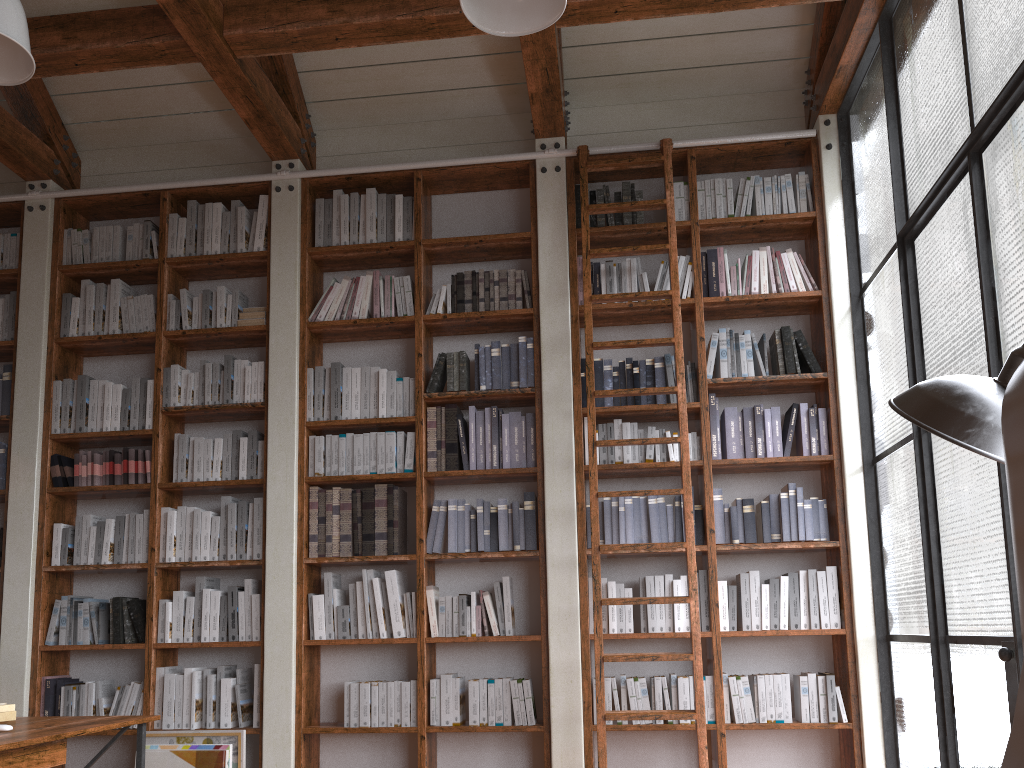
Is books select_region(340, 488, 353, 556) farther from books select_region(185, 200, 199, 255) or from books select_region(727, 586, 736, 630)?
books select_region(727, 586, 736, 630)

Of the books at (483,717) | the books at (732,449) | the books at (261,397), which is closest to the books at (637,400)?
the books at (732,449)

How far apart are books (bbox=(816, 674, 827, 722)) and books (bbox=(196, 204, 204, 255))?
4.1 meters

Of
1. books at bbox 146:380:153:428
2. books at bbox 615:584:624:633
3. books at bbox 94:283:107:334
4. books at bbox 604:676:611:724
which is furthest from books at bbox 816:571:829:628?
books at bbox 94:283:107:334

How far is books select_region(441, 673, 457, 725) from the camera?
4.33m

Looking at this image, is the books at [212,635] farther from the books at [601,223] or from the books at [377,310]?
the books at [601,223]

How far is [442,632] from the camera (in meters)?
4.44

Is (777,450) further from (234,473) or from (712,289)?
(234,473)

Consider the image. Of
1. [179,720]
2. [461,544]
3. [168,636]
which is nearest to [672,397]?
[461,544]

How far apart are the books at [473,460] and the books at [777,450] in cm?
157
